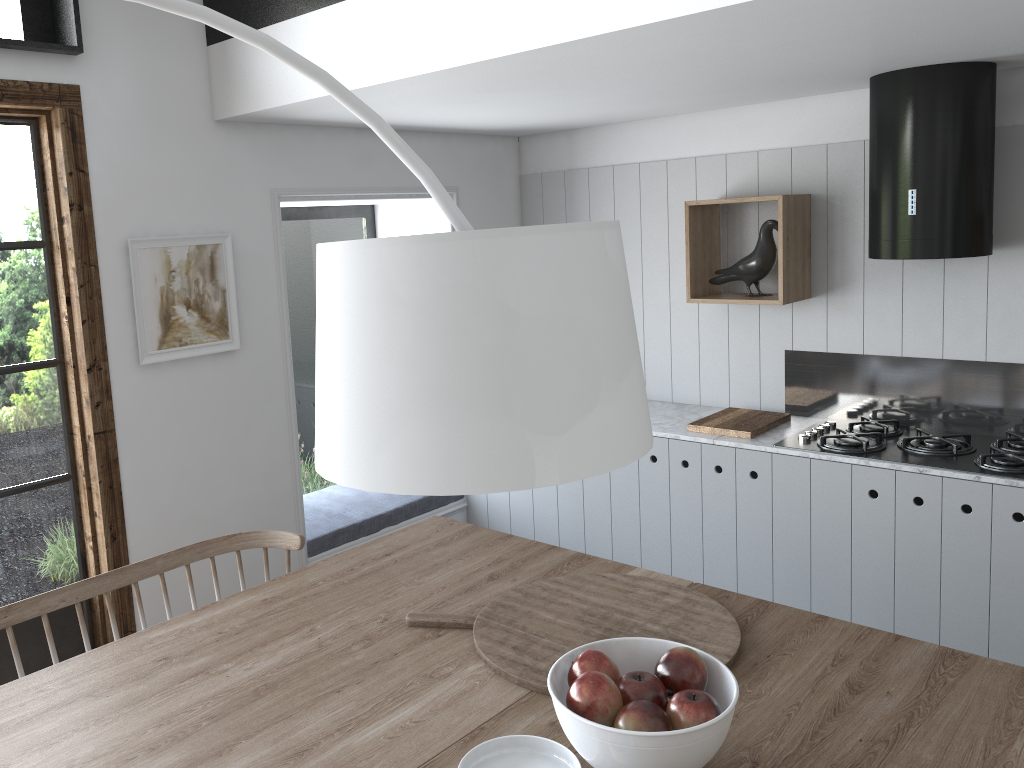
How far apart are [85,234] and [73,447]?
0.8m

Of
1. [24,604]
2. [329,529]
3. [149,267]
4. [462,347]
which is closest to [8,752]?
[24,604]

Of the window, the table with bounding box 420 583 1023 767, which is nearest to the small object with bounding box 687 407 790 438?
the table with bounding box 420 583 1023 767

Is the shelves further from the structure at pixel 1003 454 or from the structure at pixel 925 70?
the structure at pixel 1003 454

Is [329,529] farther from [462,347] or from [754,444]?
[462,347]

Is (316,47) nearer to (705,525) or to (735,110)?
(735,110)

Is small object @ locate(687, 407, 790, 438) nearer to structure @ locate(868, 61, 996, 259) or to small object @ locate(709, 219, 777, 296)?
small object @ locate(709, 219, 777, 296)

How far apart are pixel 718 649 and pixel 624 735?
Result: 0.6 meters

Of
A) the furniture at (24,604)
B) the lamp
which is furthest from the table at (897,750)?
the furniture at (24,604)

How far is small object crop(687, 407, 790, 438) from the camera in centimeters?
376cm
